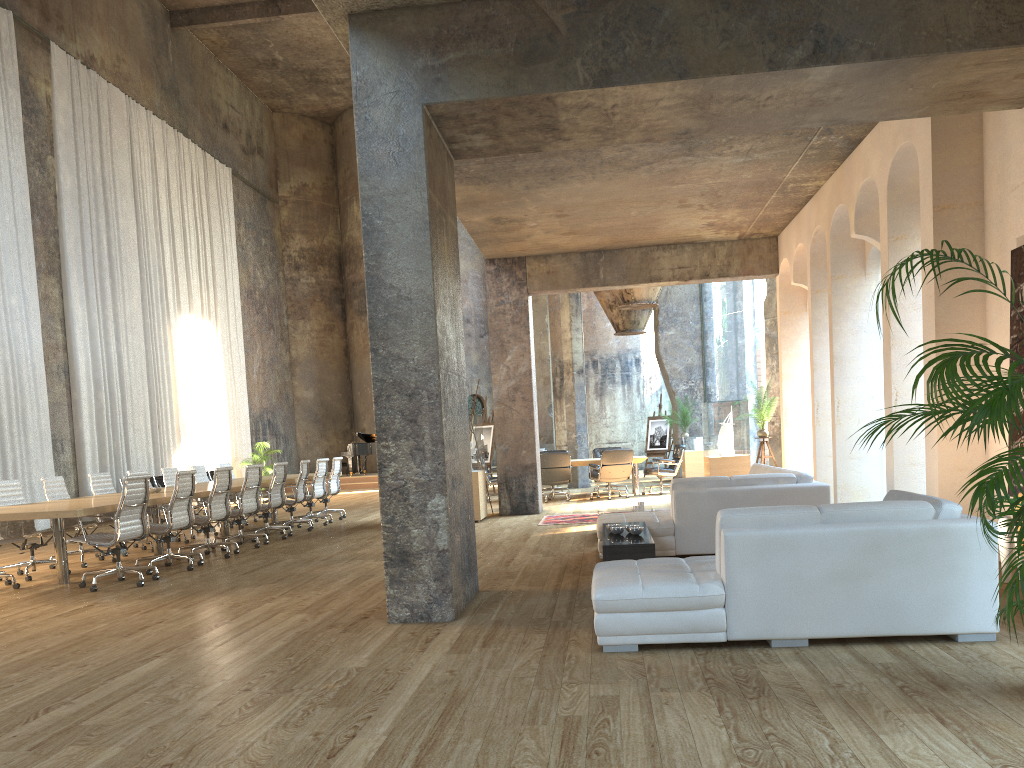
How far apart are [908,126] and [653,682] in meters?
5.8

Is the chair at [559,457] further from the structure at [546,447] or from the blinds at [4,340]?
the structure at [546,447]

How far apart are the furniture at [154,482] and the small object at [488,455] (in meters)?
6.50

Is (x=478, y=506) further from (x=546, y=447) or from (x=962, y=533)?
(x=546, y=447)

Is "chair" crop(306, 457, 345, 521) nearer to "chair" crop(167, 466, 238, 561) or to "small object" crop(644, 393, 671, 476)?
"chair" crop(167, 466, 238, 561)

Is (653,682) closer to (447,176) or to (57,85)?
(447,176)

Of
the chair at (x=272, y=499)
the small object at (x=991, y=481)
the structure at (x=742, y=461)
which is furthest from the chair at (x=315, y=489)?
the small object at (x=991, y=481)

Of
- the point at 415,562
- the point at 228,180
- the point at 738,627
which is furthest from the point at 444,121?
the point at 228,180

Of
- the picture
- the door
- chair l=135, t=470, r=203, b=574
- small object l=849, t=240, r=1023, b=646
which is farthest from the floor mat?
the door

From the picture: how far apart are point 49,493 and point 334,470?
5.02m
